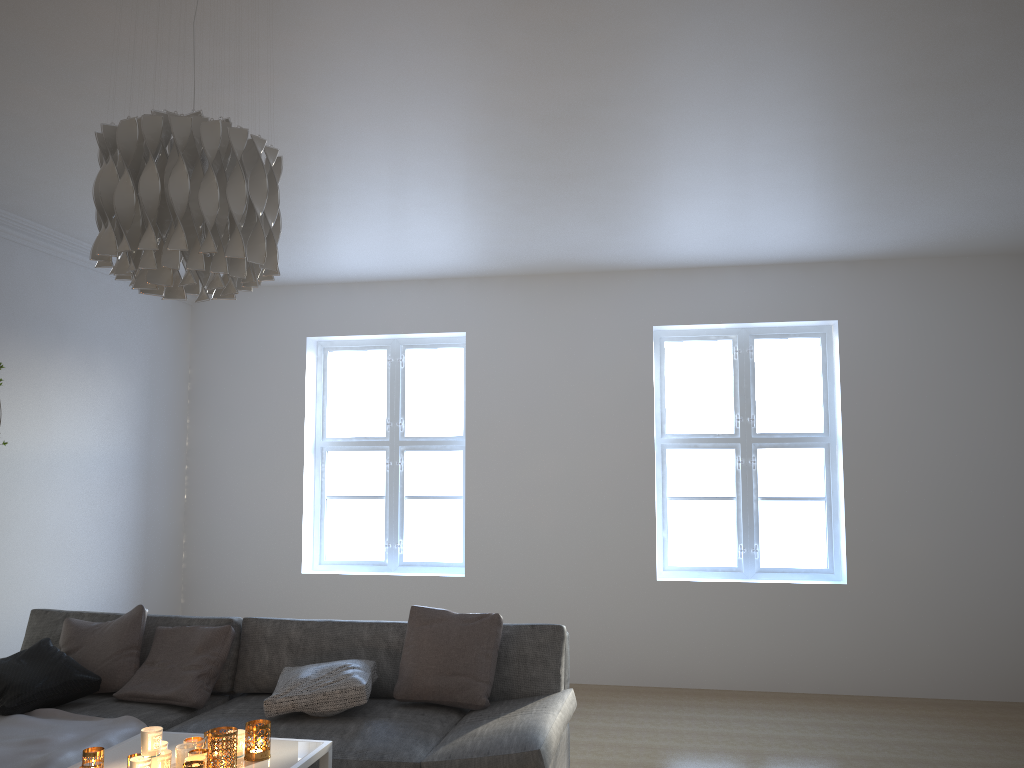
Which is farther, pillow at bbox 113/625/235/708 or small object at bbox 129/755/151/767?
pillow at bbox 113/625/235/708

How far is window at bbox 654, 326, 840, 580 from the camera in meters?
6.0 m

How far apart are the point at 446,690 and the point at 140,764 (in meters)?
1.34

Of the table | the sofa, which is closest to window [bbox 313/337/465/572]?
the sofa

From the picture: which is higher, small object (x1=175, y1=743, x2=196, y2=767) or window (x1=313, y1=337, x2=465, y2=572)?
window (x1=313, y1=337, x2=465, y2=572)

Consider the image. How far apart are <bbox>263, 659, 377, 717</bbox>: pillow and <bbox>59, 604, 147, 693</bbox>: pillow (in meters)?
0.72

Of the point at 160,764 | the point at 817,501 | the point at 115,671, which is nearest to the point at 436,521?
the point at 817,501

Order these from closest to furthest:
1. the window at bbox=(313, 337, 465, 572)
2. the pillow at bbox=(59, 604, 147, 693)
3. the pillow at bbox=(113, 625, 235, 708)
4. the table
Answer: the table
the pillow at bbox=(113, 625, 235, 708)
the pillow at bbox=(59, 604, 147, 693)
the window at bbox=(313, 337, 465, 572)

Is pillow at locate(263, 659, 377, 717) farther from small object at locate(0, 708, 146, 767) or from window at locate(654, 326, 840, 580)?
window at locate(654, 326, 840, 580)

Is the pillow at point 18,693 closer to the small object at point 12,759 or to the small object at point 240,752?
the small object at point 12,759
